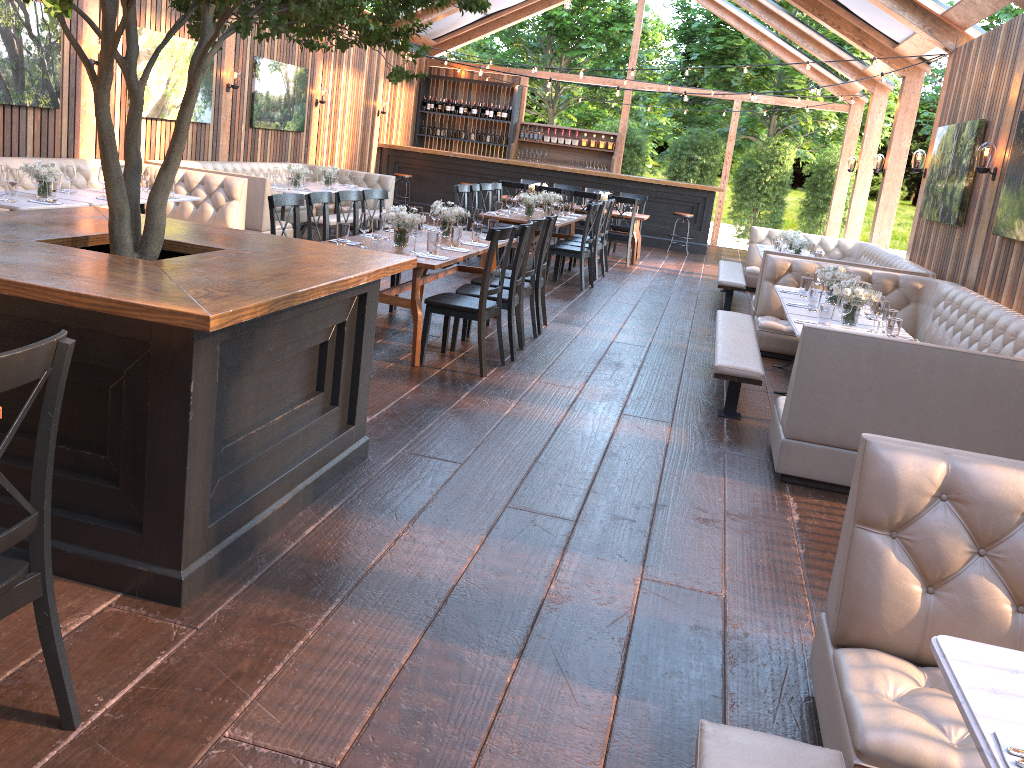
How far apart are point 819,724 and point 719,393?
4.0 meters

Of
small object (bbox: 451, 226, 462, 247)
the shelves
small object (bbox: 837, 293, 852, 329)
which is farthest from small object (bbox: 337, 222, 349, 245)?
the shelves

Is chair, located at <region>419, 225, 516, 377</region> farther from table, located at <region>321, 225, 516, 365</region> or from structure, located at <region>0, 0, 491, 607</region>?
structure, located at <region>0, 0, 491, 607</region>

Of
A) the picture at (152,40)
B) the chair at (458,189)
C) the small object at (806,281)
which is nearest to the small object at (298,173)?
the picture at (152,40)

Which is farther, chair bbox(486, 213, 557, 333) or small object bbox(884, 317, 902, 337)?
chair bbox(486, 213, 557, 333)

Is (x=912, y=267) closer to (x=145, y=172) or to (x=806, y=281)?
(x=806, y=281)

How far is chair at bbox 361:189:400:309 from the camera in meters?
7.9 m

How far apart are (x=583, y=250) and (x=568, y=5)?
4.14m

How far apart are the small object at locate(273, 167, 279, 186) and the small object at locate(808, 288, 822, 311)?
7.3 meters

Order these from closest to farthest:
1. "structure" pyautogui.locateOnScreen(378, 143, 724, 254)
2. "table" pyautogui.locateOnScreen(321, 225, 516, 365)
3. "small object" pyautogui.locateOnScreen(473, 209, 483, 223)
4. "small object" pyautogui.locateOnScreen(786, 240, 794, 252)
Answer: "table" pyautogui.locateOnScreen(321, 225, 516, 365) < "small object" pyautogui.locateOnScreen(473, 209, 483, 223) < "small object" pyautogui.locateOnScreen(786, 240, 794, 252) < "structure" pyautogui.locateOnScreen(378, 143, 724, 254)
